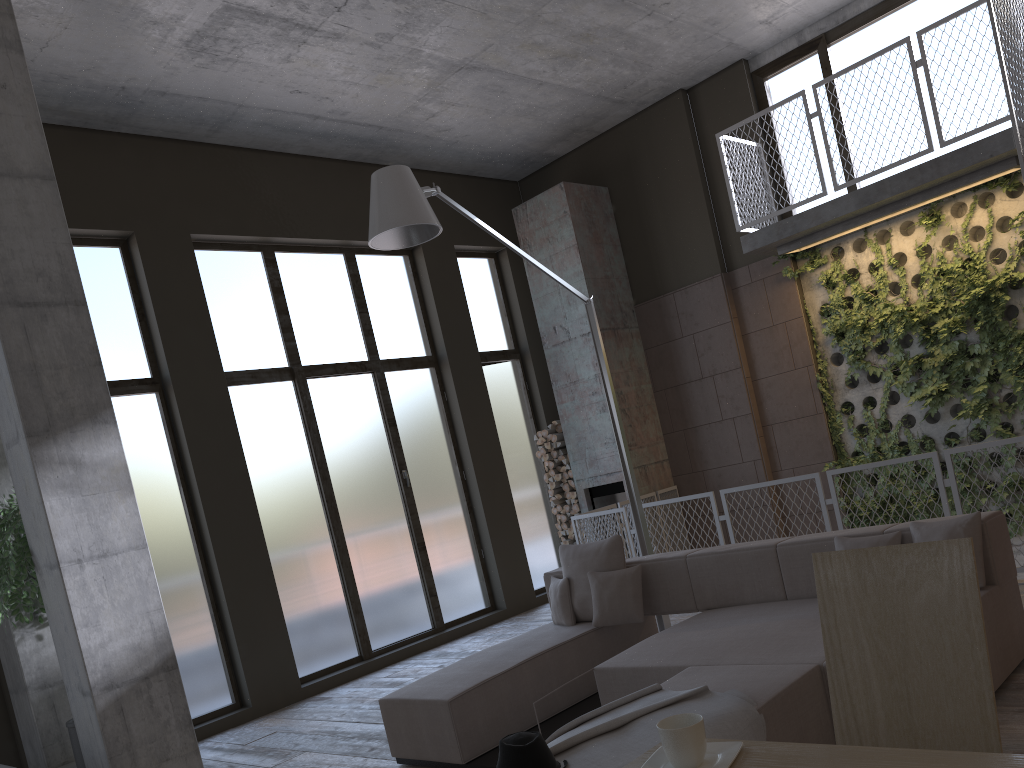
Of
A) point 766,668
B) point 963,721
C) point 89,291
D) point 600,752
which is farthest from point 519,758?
point 89,291

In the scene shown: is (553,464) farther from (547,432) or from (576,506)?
(576,506)

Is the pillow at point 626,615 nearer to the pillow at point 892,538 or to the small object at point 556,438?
the pillow at point 892,538

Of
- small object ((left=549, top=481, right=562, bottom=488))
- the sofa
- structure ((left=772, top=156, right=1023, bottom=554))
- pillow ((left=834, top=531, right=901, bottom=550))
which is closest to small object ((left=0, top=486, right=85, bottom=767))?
the sofa

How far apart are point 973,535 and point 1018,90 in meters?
3.3

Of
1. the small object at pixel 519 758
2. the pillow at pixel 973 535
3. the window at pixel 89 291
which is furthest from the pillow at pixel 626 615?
the window at pixel 89 291

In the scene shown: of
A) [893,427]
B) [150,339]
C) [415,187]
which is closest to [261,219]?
[150,339]

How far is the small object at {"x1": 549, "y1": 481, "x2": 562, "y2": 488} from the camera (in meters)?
10.31

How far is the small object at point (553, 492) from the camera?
10.4m

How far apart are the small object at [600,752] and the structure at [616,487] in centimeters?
619cm
